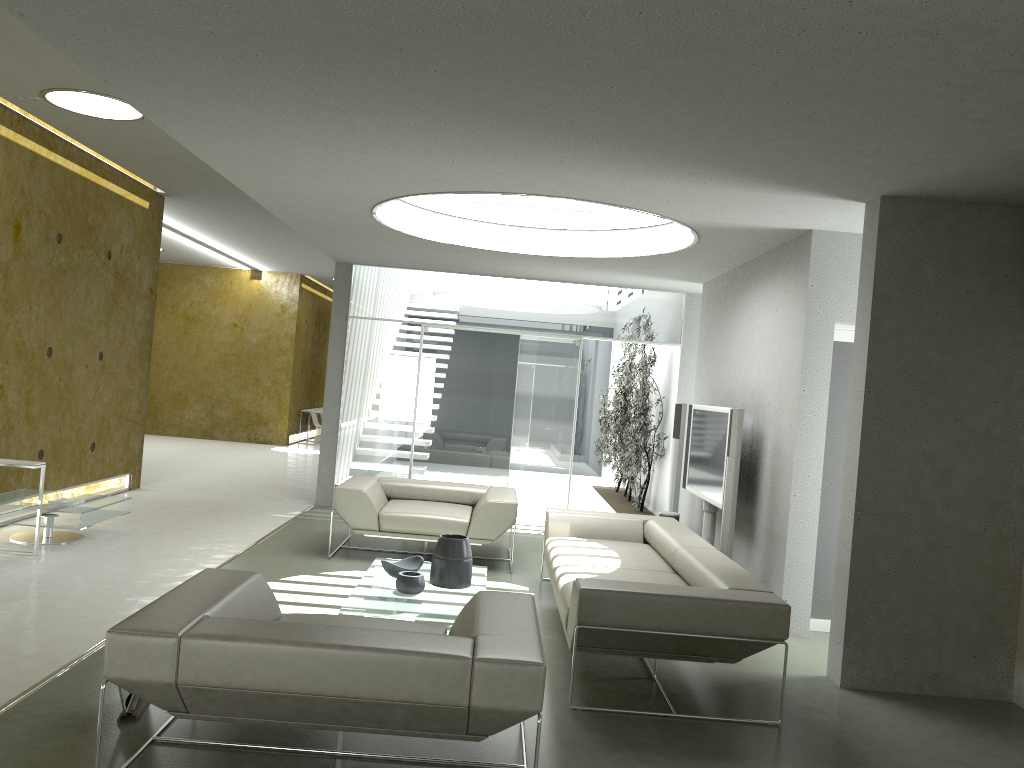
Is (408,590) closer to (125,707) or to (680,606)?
(680,606)

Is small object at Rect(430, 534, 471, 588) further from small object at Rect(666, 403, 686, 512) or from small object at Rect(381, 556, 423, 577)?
small object at Rect(666, 403, 686, 512)

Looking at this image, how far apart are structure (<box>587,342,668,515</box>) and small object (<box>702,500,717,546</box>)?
2.7m

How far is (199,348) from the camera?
16.9m

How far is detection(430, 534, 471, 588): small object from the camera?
5.51m

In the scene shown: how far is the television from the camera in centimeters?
689cm

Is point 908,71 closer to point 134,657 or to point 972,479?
point 972,479

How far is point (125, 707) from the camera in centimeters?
362cm

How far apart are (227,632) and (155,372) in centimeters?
1509cm

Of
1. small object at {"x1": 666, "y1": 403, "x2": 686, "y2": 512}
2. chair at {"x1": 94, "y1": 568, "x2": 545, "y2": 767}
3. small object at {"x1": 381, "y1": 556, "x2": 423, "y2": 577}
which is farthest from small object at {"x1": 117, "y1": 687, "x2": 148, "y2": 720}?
small object at {"x1": 666, "y1": 403, "x2": 686, "y2": 512}
